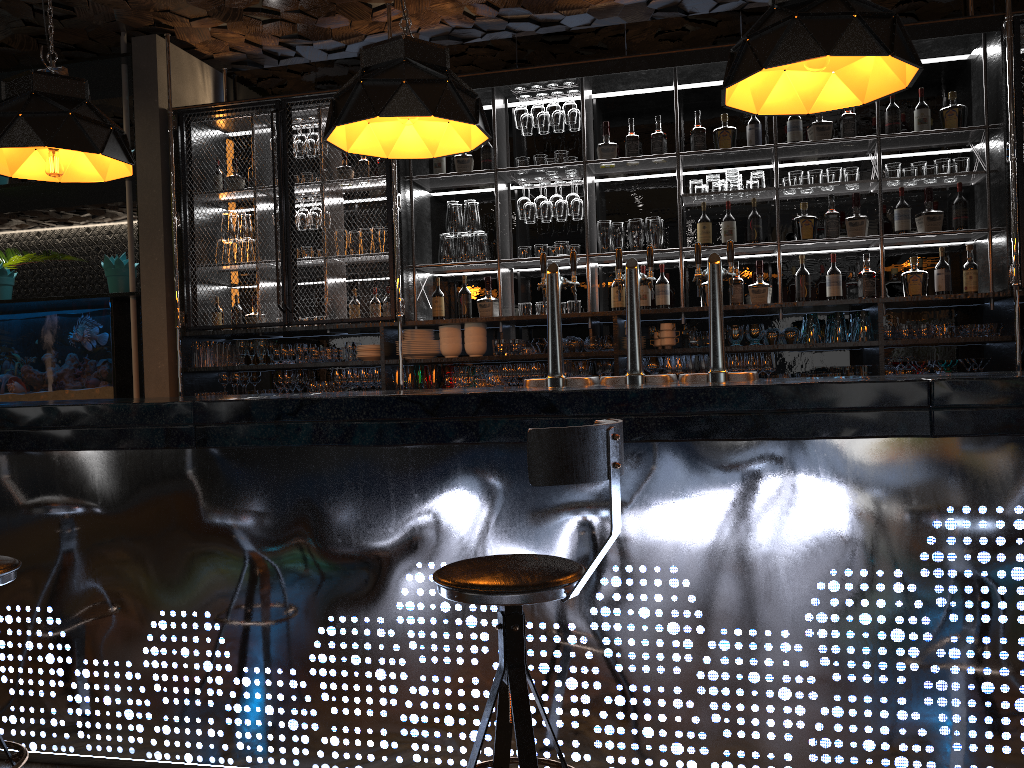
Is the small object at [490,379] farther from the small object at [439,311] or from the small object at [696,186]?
the small object at [696,186]

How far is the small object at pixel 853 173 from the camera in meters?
5.2 m

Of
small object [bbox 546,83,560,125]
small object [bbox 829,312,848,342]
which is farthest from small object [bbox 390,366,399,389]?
small object [bbox 829,312,848,342]

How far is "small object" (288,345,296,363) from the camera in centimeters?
595cm

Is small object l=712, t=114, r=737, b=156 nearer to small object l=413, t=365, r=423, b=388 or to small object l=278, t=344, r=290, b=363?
small object l=413, t=365, r=423, b=388

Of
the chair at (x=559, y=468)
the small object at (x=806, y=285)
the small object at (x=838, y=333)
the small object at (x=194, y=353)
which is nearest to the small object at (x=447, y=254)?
the small object at (x=194, y=353)

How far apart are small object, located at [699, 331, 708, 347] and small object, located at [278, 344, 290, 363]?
2.7m

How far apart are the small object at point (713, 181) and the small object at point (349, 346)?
2.5m

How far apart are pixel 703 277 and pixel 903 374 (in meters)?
0.82

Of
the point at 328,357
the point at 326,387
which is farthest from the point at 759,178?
the point at 326,387
